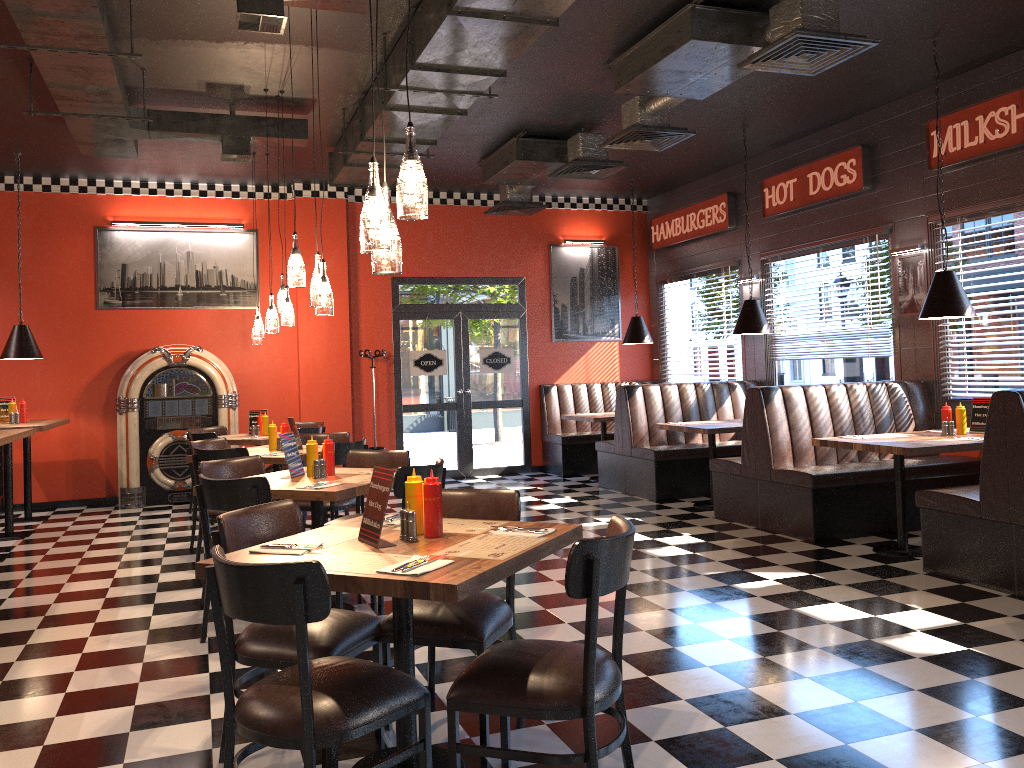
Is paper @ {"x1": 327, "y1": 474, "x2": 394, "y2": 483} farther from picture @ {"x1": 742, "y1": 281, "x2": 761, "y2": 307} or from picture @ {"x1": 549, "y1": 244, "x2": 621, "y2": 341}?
picture @ {"x1": 549, "y1": 244, "x2": 621, "y2": 341}

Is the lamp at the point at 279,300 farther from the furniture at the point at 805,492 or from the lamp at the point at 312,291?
the furniture at the point at 805,492

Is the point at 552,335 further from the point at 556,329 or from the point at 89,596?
the point at 89,596

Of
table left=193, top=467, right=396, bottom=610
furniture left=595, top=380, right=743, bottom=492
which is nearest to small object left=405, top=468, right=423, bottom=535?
table left=193, top=467, right=396, bottom=610

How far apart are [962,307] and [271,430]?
5.3m

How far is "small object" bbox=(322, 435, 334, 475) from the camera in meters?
5.2 m

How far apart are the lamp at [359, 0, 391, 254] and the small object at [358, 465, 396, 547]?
0.8m

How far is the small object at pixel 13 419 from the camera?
8.5m

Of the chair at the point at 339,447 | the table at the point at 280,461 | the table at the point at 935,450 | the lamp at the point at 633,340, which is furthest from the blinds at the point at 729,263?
the table at the point at 280,461

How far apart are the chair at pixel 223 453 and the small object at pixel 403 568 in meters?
4.0
